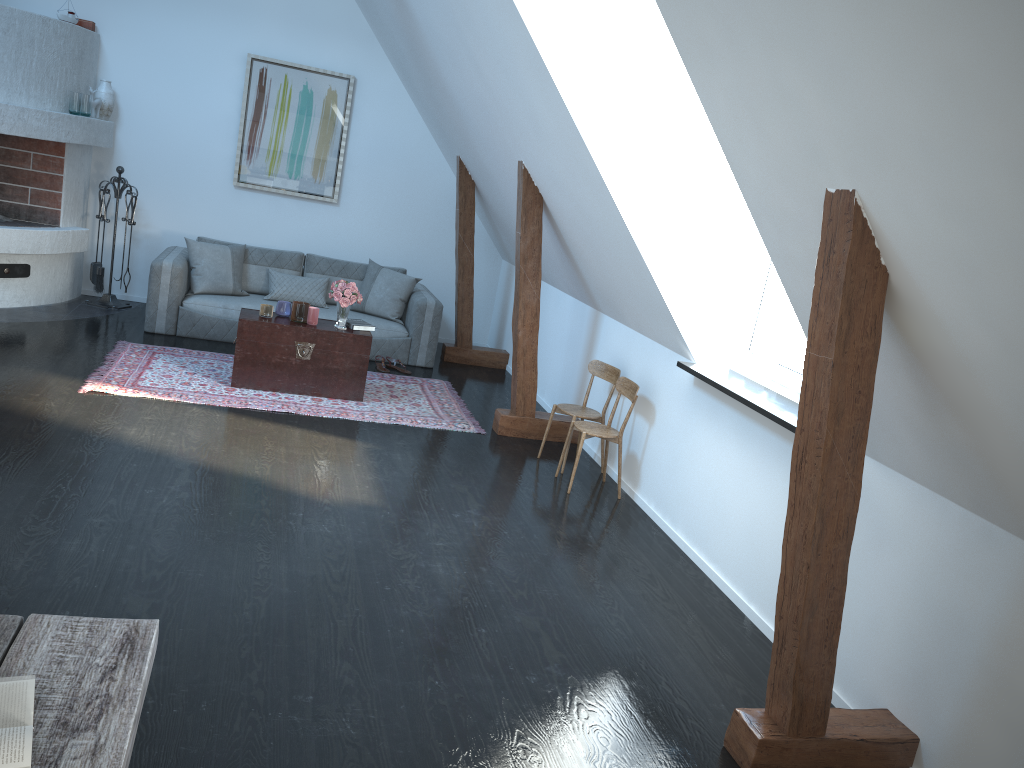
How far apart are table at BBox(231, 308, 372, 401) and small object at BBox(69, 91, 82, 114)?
2.6m

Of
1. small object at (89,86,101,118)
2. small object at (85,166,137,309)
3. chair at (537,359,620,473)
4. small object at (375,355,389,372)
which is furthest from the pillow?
chair at (537,359,620,473)

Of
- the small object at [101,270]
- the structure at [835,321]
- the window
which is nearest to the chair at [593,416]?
the structure at [835,321]

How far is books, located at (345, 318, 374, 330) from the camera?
6.4m

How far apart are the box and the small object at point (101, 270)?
1.20m

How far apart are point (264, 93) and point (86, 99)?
1.51m

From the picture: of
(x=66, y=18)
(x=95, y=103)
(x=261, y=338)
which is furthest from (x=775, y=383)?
(x=66, y=18)

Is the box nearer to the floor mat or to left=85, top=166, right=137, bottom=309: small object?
left=85, top=166, right=137, bottom=309: small object

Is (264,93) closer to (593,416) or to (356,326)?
(356,326)

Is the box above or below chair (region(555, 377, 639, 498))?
above
